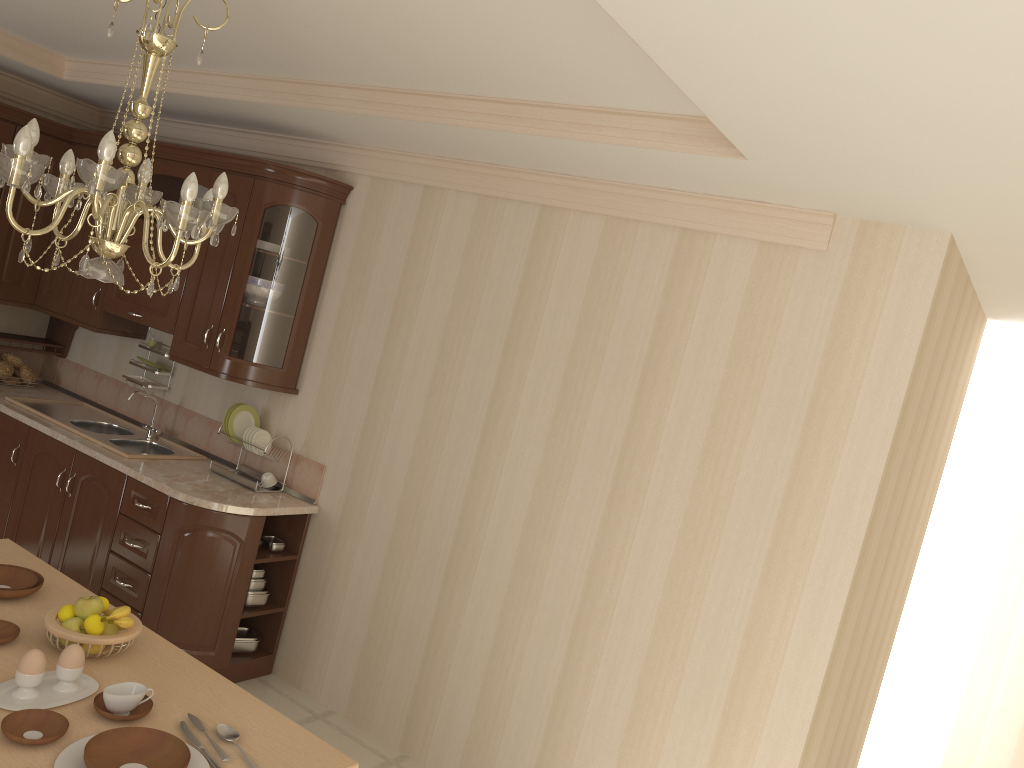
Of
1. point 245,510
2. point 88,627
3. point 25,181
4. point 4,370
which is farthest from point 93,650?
point 4,370

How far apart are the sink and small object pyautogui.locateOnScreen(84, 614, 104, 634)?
2.0m

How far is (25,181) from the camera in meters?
1.8 m

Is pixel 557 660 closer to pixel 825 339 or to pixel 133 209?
pixel 825 339

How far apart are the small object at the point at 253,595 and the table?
1.30m

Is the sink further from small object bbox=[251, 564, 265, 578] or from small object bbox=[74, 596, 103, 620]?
small object bbox=[74, 596, 103, 620]

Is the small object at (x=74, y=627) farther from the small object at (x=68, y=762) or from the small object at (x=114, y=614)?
the small object at (x=68, y=762)

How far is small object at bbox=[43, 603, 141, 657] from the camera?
2.17m

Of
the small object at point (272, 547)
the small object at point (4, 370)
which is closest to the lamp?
the small object at point (272, 547)

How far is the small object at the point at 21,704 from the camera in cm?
194
